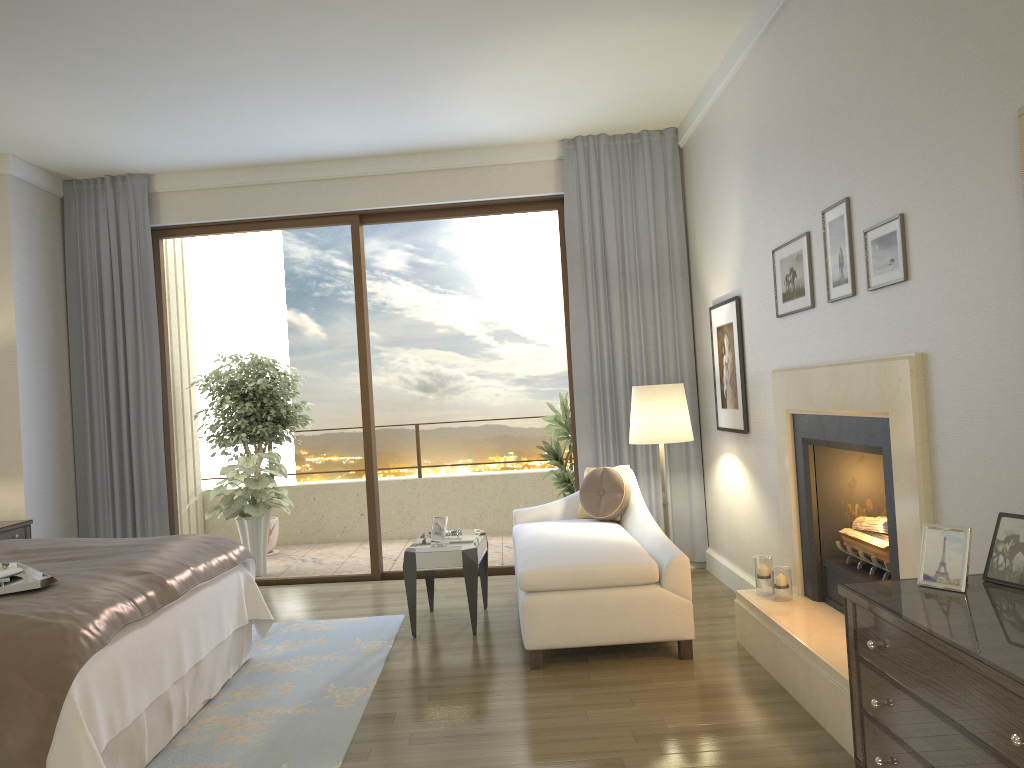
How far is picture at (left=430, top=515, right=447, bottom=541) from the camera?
5.1m

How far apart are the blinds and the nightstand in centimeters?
82cm

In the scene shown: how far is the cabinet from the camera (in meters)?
1.64

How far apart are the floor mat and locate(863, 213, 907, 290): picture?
2.59m

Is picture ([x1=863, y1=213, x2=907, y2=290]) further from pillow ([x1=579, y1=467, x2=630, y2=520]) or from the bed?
the bed

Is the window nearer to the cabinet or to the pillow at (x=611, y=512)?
the pillow at (x=611, y=512)

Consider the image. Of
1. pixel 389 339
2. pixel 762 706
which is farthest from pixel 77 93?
pixel 389 339

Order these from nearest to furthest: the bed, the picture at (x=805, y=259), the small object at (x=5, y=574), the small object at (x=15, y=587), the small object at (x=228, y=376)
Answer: the bed < the small object at (x=15, y=587) < the small object at (x=5, y=574) < the picture at (x=805, y=259) < the small object at (x=228, y=376)

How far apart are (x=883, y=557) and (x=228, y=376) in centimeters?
612cm

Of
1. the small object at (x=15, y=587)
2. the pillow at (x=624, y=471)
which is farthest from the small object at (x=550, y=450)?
the small object at (x=15, y=587)
